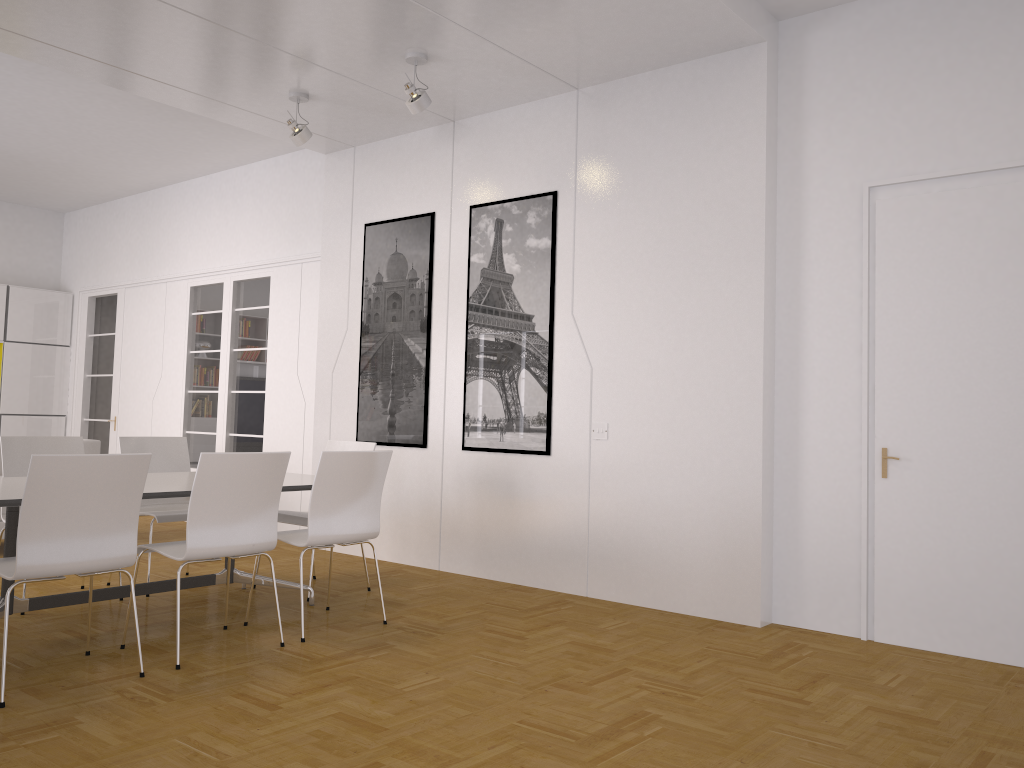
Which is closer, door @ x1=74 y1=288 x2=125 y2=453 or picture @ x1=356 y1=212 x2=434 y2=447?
picture @ x1=356 y1=212 x2=434 y2=447

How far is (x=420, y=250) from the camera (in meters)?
6.73

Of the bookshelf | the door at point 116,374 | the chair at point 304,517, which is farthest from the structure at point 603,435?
the bookshelf

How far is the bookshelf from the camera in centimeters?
1011cm

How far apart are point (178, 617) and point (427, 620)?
1.4 meters

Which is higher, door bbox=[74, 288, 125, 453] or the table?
door bbox=[74, 288, 125, 453]

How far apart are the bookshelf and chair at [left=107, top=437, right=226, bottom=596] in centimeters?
538cm

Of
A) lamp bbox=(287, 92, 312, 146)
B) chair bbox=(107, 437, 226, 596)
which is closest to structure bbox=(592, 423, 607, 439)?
chair bbox=(107, 437, 226, 596)

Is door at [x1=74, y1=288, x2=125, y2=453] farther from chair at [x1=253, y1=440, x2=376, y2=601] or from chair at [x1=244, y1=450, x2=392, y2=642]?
chair at [x1=244, y1=450, x2=392, y2=642]

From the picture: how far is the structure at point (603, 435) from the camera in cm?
562
